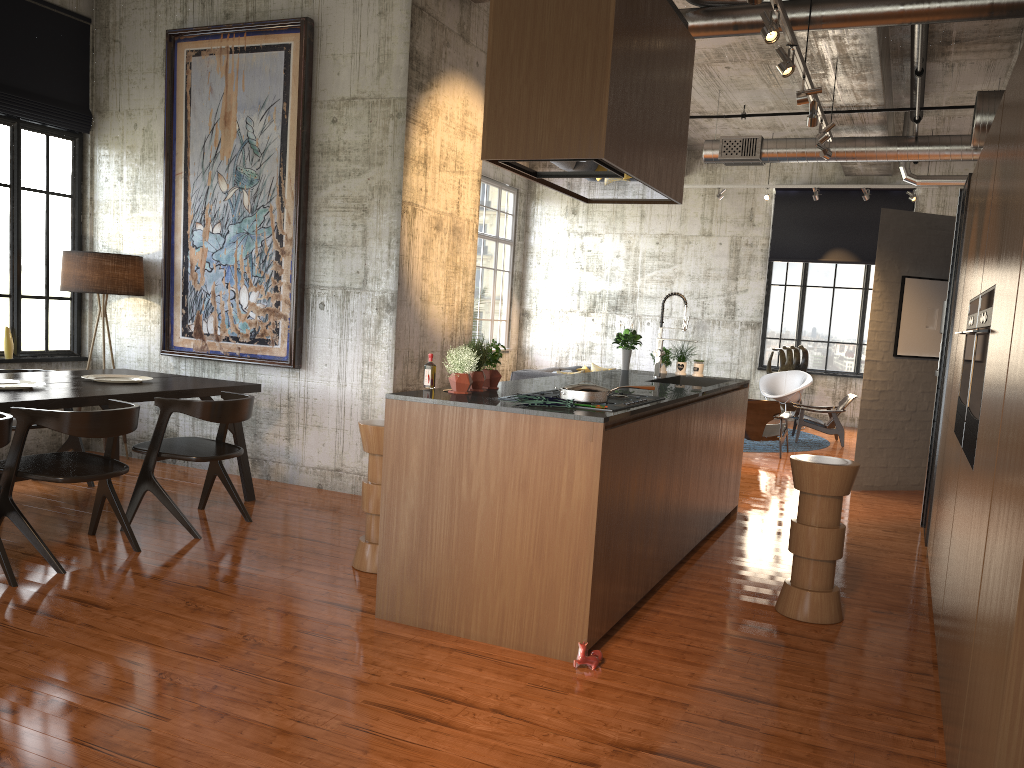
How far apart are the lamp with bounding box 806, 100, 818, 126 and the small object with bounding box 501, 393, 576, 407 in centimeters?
492cm

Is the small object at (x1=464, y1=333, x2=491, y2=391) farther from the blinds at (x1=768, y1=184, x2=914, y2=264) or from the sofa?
the blinds at (x1=768, y1=184, x2=914, y2=264)

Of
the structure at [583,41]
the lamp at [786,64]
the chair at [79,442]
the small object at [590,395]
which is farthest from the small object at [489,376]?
the chair at [79,442]

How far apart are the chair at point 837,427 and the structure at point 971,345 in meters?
8.9 m

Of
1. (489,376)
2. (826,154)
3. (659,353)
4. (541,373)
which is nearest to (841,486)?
(489,376)

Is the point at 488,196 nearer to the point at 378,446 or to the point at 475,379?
the point at 378,446

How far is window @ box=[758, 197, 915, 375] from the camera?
16.76m

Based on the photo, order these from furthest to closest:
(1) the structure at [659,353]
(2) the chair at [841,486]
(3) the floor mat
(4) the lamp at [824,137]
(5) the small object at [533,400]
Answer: (3) the floor mat
(4) the lamp at [824,137]
(1) the structure at [659,353]
(2) the chair at [841,486]
(5) the small object at [533,400]

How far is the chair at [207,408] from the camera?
6.3m

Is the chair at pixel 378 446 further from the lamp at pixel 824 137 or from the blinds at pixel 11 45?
the lamp at pixel 824 137
